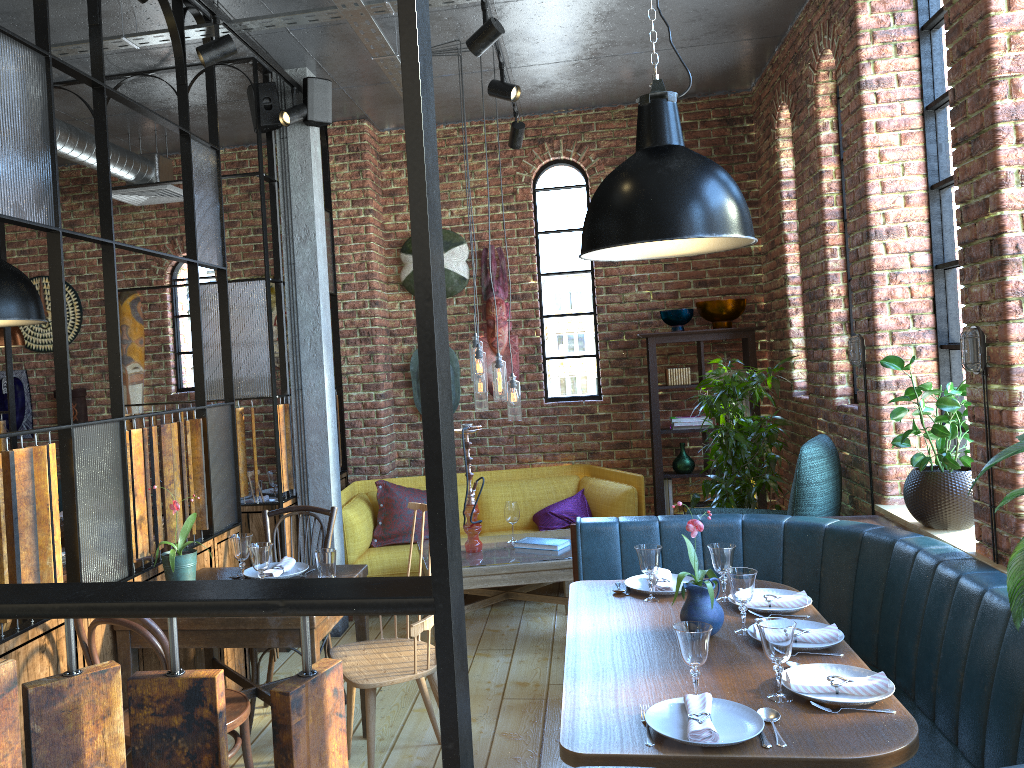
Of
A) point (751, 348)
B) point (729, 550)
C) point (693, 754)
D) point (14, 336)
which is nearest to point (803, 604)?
point (729, 550)

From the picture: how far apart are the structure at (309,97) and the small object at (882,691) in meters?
3.8 m

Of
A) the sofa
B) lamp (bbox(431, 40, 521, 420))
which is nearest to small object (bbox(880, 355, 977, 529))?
lamp (bbox(431, 40, 521, 420))

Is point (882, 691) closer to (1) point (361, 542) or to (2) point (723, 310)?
(1) point (361, 542)

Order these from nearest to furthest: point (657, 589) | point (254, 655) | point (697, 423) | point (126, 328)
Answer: point (657, 589)
point (254, 655)
point (697, 423)
point (126, 328)

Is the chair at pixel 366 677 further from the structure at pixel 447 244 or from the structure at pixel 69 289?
the structure at pixel 69 289

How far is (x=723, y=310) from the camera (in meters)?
5.97

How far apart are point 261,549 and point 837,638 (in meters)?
1.98

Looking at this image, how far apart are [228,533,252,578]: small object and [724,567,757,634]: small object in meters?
1.8 m

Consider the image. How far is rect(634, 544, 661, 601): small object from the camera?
3.2m
